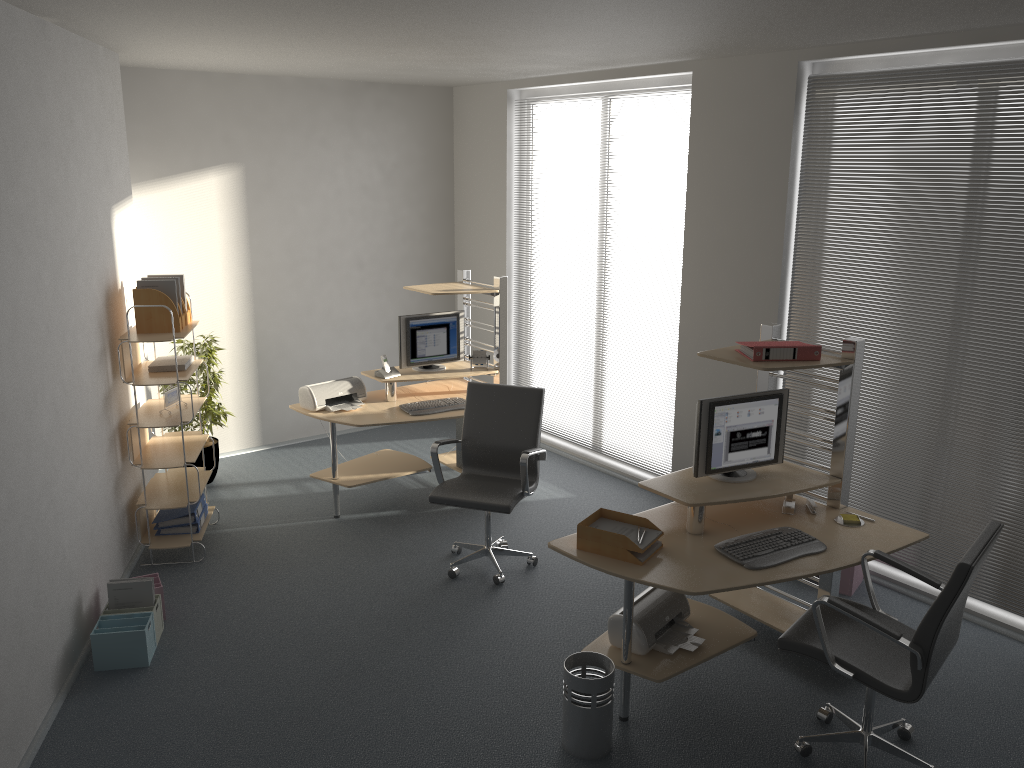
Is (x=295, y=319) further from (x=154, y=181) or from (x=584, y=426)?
(x=584, y=426)

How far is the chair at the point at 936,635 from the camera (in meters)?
3.12

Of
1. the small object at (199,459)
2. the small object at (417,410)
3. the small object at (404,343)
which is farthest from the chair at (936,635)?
the small object at (199,459)

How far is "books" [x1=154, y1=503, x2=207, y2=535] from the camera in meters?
5.5 m

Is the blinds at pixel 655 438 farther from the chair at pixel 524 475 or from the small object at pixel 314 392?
the small object at pixel 314 392

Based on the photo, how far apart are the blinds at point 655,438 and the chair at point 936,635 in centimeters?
271cm

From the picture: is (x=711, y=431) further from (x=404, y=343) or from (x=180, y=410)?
(x=180, y=410)

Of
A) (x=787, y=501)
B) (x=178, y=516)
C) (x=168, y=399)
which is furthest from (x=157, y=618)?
(x=787, y=501)

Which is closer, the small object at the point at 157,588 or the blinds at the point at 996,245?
the blinds at the point at 996,245

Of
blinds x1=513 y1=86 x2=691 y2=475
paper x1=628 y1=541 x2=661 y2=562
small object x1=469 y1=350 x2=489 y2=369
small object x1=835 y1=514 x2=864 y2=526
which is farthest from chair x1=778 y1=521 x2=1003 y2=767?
small object x1=469 y1=350 x2=489 y2=369
